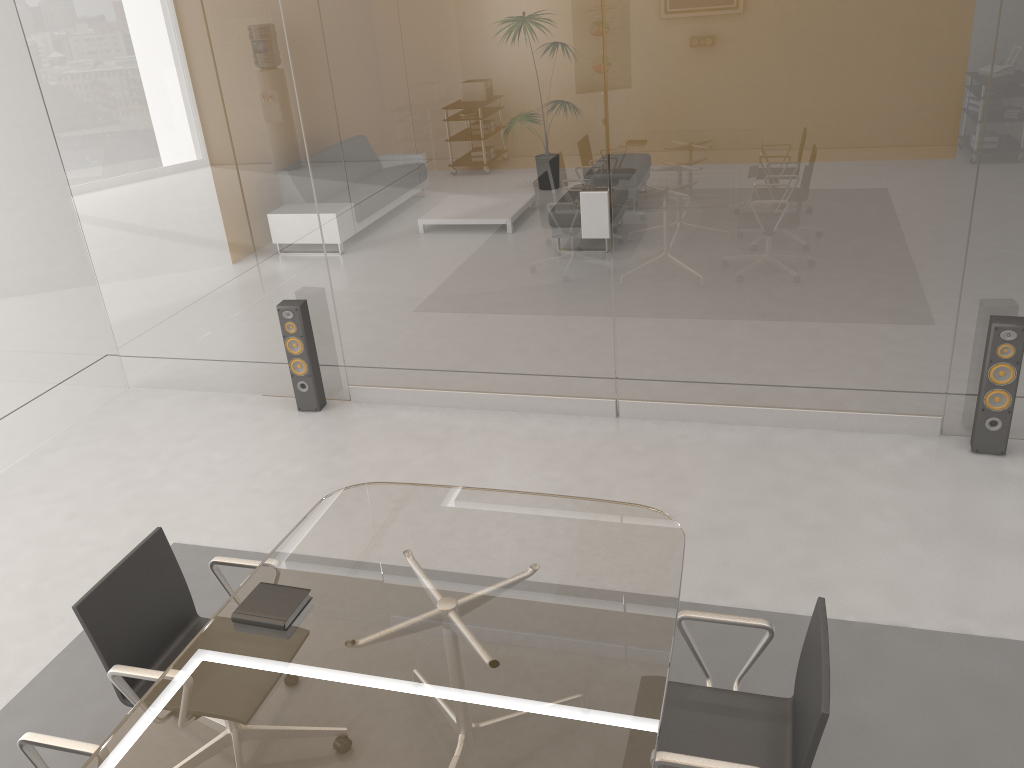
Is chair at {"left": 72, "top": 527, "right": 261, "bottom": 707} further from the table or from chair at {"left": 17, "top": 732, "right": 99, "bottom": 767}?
chair at {"left": 17, "top": 732, "right": 99, "bottom": 767}

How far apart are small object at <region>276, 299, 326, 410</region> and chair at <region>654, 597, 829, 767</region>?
3.4m

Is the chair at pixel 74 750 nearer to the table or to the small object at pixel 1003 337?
the table

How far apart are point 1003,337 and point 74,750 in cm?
411

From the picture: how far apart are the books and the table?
0.0 meters

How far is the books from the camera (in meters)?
2.60

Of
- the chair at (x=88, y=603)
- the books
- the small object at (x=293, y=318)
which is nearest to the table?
the books

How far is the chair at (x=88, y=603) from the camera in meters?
2.7 m

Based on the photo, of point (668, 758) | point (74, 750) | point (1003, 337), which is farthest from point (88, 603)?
point (1003, 337)

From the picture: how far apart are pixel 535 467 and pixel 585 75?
2.0m
